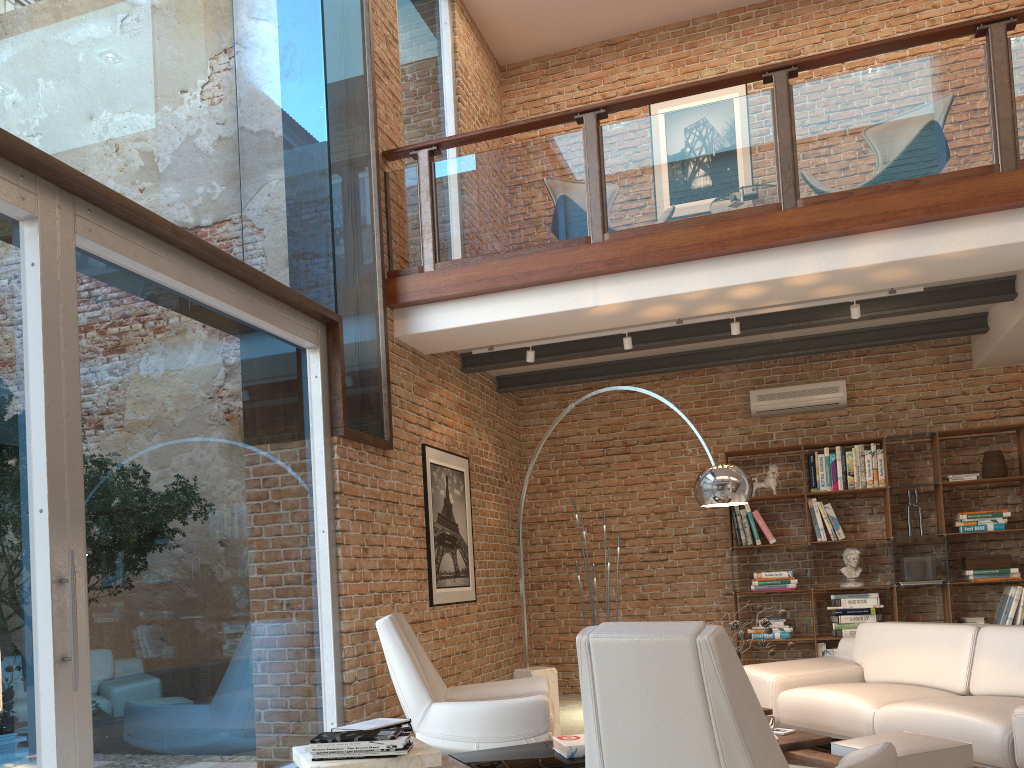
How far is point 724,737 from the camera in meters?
2.3 m

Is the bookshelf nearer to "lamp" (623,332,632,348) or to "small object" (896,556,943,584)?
"small object" (896,556,943,584)

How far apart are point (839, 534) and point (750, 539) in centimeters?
73cm

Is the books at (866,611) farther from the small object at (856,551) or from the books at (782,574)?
the books at (782,574)

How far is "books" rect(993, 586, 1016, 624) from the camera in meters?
6.9 m

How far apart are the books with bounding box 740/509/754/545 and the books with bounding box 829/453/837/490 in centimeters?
79cm

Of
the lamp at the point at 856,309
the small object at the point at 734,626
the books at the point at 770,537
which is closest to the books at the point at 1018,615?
the books at the point at 770,537

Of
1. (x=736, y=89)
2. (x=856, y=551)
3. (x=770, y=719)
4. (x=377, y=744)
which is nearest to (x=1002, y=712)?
(x=770, y=719)

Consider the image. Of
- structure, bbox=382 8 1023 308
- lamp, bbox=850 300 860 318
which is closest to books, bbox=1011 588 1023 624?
lamp, bbox=850 300 860 318

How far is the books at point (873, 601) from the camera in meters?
7.2 m
